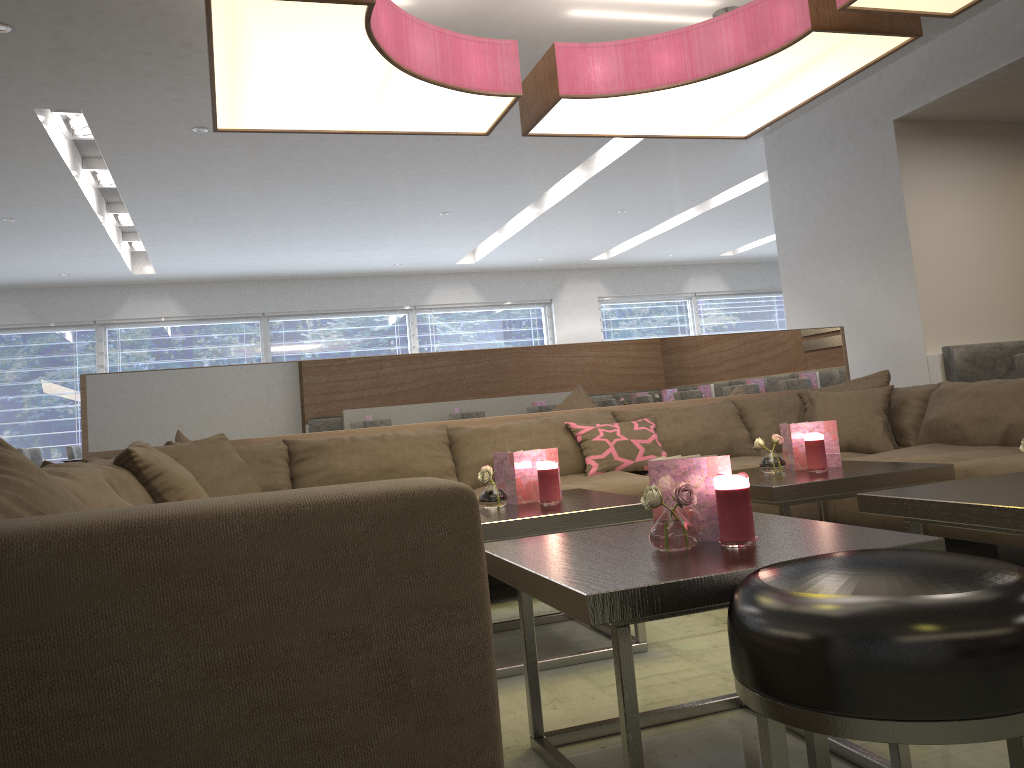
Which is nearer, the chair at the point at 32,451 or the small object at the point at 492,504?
the small object at the point at 492,504

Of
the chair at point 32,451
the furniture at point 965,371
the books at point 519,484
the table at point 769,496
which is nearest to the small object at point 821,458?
the table at point 769,496

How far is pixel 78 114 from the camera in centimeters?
513cm

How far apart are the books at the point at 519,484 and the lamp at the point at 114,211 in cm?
579

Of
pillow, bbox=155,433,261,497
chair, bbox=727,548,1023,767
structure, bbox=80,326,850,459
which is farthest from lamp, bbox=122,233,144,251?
chair, bbox=727,548,1023,767

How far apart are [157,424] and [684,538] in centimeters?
279cm

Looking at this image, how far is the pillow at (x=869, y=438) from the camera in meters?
3.8

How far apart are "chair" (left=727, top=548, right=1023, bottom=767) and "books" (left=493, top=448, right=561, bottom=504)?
1.43m

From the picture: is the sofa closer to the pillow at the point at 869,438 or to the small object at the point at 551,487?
the pillow at the point at 869,438

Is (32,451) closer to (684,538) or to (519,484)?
(519,484)
